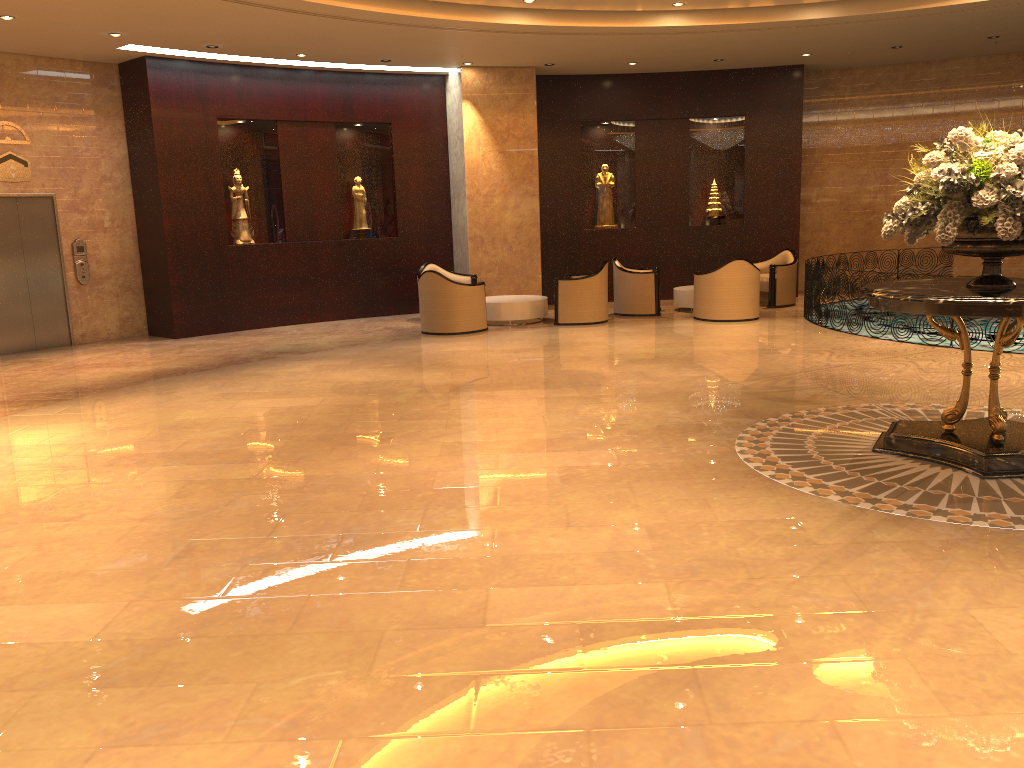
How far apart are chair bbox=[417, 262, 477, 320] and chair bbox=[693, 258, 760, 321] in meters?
3.6

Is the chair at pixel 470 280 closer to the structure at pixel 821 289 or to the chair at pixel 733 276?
the chair at pixel 733 276

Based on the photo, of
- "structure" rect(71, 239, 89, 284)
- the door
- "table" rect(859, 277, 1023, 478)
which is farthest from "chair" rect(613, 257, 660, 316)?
the door

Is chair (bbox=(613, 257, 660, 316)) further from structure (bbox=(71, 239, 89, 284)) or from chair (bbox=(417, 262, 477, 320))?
structure (bbox=(71, 239, 89, 284))

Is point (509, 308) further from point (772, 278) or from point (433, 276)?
point (772, 278)

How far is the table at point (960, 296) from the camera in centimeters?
508cm

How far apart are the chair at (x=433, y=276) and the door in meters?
5.1 m

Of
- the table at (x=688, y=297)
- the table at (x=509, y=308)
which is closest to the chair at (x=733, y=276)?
the table at (x=688, y=297)

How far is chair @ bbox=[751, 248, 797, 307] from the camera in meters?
14.3

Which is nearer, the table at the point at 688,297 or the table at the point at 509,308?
the table at the point at 509,308
